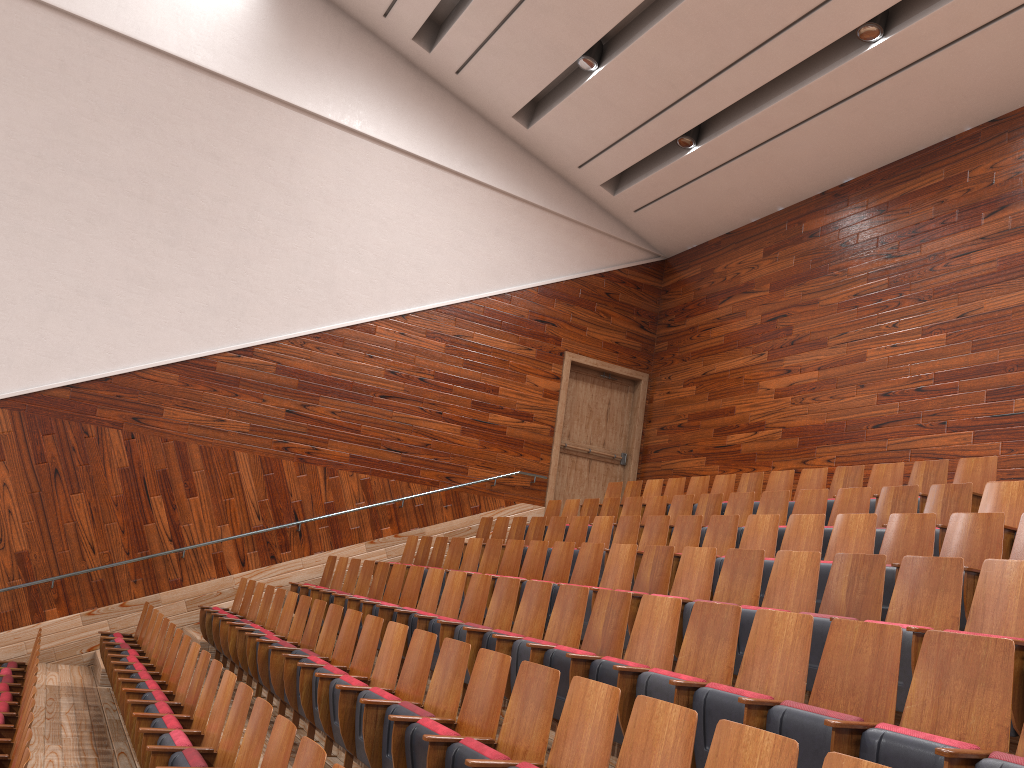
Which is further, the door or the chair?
the door

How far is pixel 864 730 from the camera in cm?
26

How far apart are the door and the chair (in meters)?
0.15

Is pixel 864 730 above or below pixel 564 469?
below

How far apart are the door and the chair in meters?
0.2 m

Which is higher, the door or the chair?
the door

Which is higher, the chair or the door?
the door

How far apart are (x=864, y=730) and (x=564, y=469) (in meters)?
0.94

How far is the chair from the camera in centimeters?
26cm

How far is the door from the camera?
1.2m
